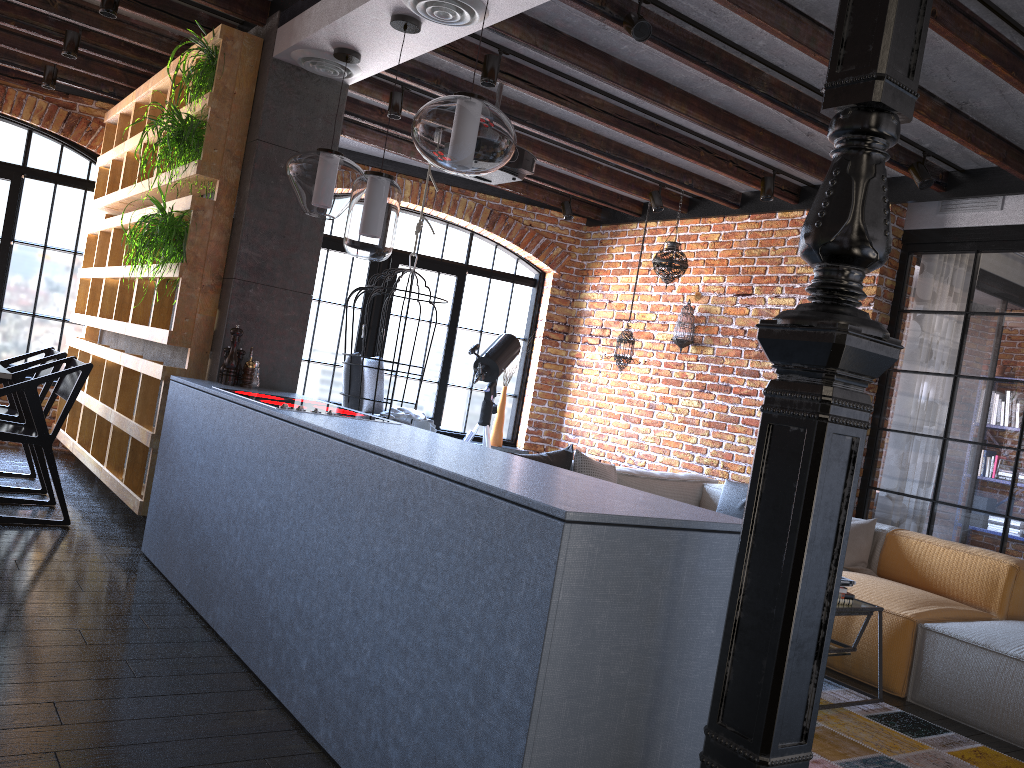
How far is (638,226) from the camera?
7.37m

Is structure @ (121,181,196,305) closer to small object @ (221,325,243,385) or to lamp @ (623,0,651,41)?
small object @ (221,325,243,385)

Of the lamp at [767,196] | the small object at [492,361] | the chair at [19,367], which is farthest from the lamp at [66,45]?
the lamp at [767,196]

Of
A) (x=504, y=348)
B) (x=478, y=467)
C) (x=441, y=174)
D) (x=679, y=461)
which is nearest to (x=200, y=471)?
(x=478, y=467)

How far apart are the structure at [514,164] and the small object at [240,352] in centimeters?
165cm

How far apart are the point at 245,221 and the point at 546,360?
4.0 meters

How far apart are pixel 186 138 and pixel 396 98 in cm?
146

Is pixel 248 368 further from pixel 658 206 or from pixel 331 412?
pixel 658 206

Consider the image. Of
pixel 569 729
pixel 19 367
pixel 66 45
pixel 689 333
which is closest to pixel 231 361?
pixel 19 367

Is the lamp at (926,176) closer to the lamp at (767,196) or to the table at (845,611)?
the lamp at (767,196)
